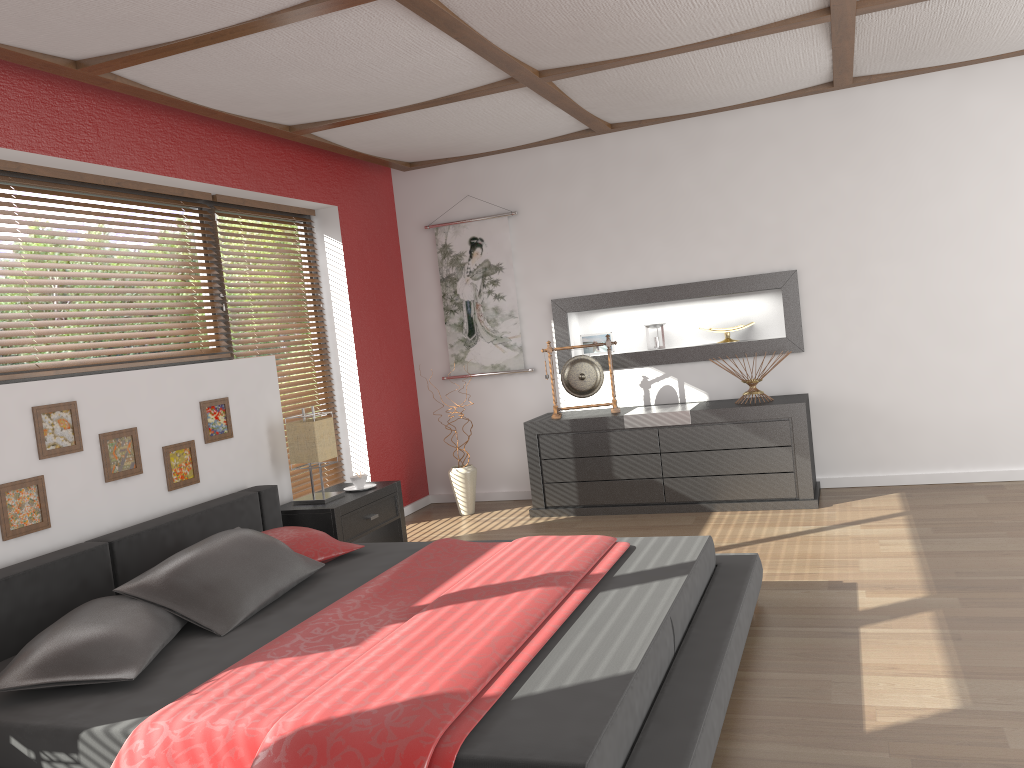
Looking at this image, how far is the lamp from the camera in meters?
4.5 m

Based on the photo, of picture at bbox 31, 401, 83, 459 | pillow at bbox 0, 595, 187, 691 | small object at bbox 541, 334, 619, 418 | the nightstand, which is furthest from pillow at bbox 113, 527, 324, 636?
small object at bbox 541, 334, 619, 418

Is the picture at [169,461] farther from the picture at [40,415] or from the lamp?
the lamp

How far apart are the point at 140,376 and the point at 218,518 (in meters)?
0.71

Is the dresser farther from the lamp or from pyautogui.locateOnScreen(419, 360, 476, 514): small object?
the lamp

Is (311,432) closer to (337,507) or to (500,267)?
(337,507)

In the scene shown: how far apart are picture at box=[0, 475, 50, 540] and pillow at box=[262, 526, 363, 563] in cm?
84

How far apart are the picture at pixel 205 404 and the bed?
0.3 meters

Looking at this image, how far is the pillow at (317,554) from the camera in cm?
364

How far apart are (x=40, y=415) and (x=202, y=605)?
1.0 meters
